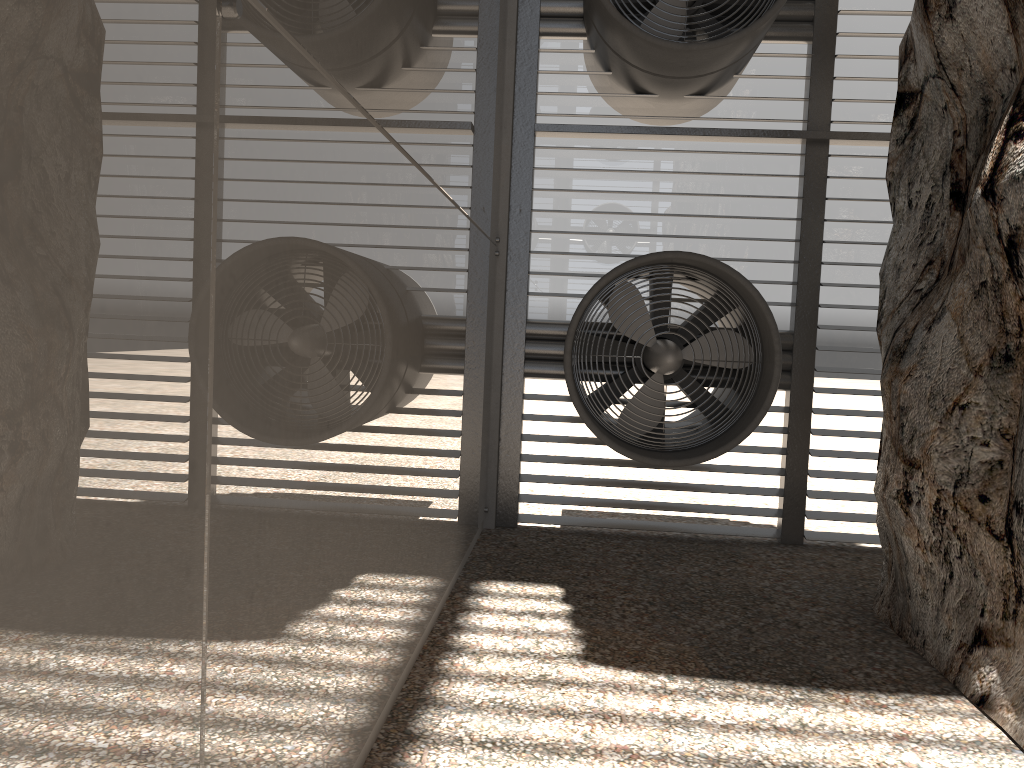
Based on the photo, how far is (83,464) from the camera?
1.4m
